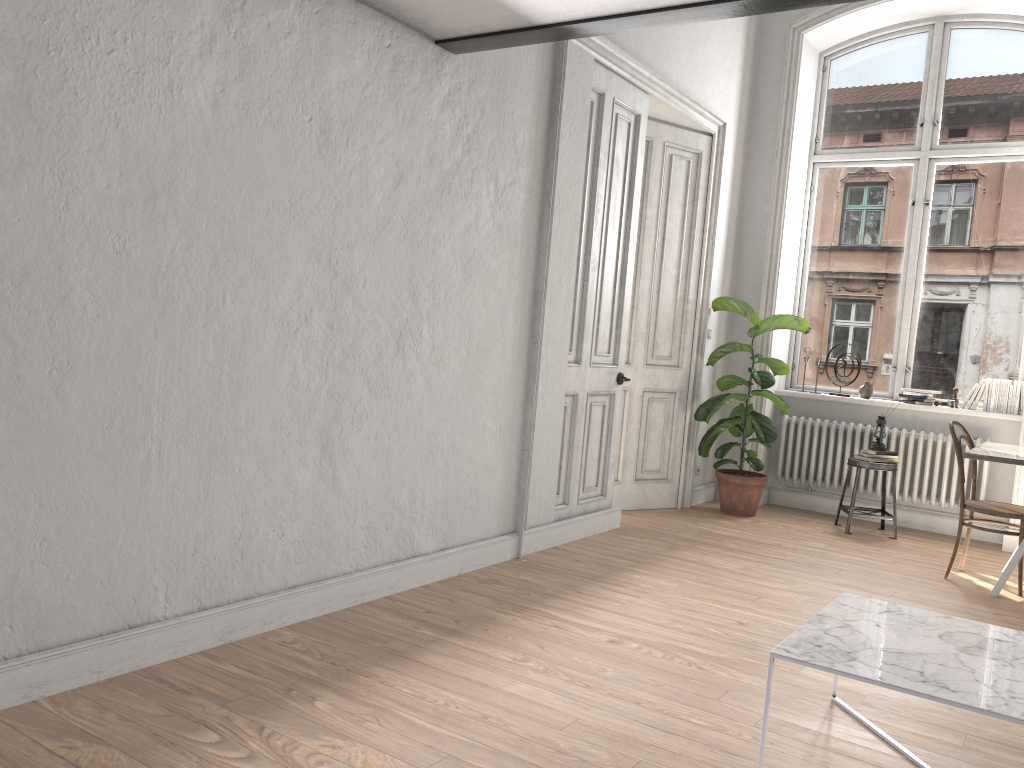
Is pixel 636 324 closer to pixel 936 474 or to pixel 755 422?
pixel 755 422

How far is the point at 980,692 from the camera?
2.3 meters

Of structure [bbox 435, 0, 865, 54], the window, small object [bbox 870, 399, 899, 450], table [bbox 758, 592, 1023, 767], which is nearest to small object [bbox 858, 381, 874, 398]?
the window

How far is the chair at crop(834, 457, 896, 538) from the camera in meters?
6.3

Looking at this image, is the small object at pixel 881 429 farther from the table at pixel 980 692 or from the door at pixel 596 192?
the table at pixel 980 692

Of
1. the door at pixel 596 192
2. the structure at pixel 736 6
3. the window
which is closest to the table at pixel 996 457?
the window

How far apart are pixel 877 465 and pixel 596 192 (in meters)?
2.88

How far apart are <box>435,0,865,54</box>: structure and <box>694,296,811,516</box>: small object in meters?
3.4

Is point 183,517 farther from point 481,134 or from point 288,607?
point 481,134

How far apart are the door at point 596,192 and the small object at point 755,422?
1.0m
